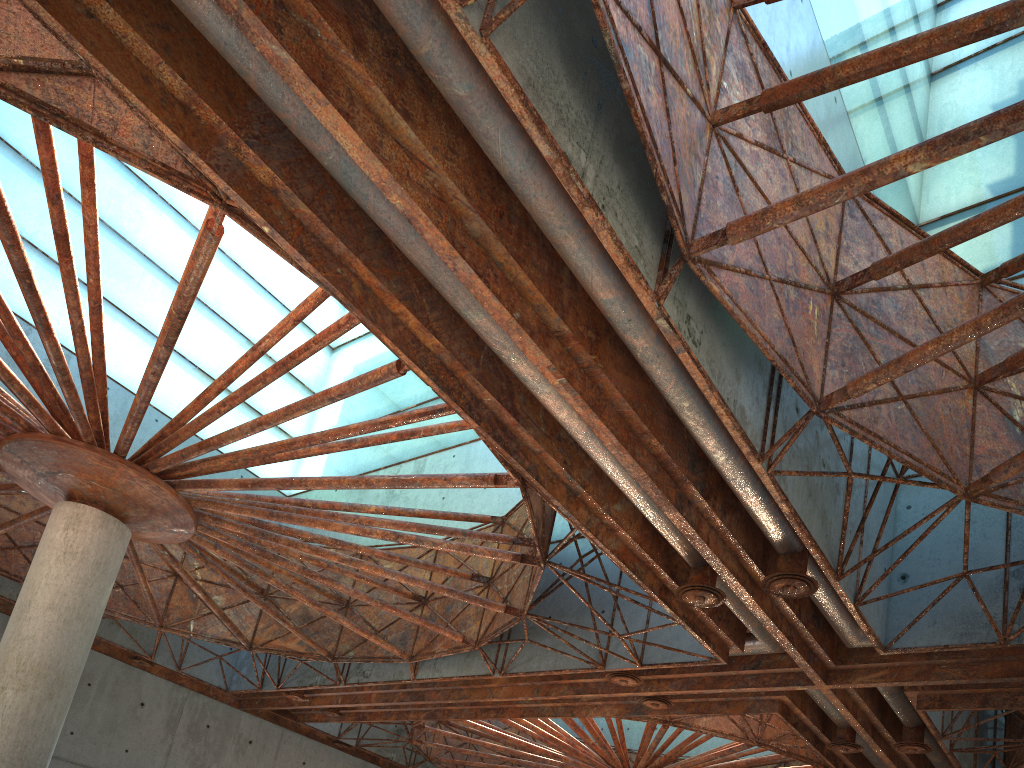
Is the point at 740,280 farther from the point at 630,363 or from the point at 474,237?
the point at 474,237
